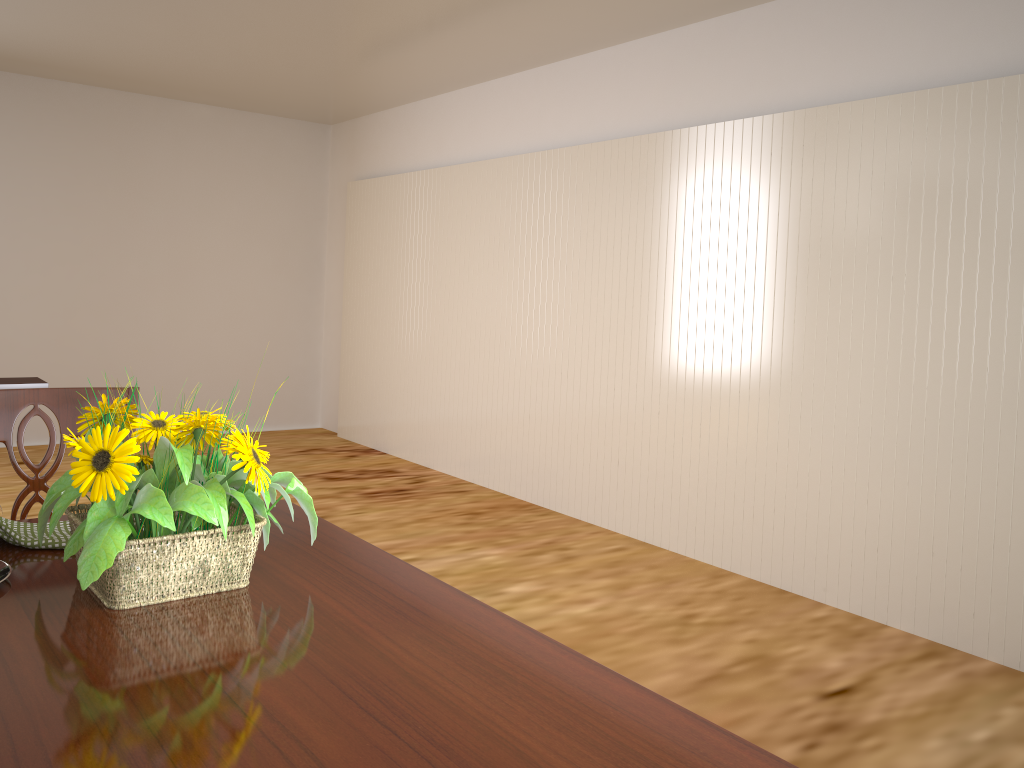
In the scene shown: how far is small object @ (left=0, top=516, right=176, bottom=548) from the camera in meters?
1.2 m

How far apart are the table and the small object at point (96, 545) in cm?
1

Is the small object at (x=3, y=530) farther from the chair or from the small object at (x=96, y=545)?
the chair

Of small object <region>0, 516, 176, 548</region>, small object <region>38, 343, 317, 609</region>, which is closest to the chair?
small object <region>0, 516, 176, 548</region>

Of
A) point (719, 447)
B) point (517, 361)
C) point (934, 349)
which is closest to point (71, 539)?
point (934, 349)

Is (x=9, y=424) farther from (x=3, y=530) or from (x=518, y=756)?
(x=518, y=756)

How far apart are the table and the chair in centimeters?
28cm

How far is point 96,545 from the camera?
1.0m

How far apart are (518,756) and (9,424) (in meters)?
1.20

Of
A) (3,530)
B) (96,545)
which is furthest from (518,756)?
(3,530)
